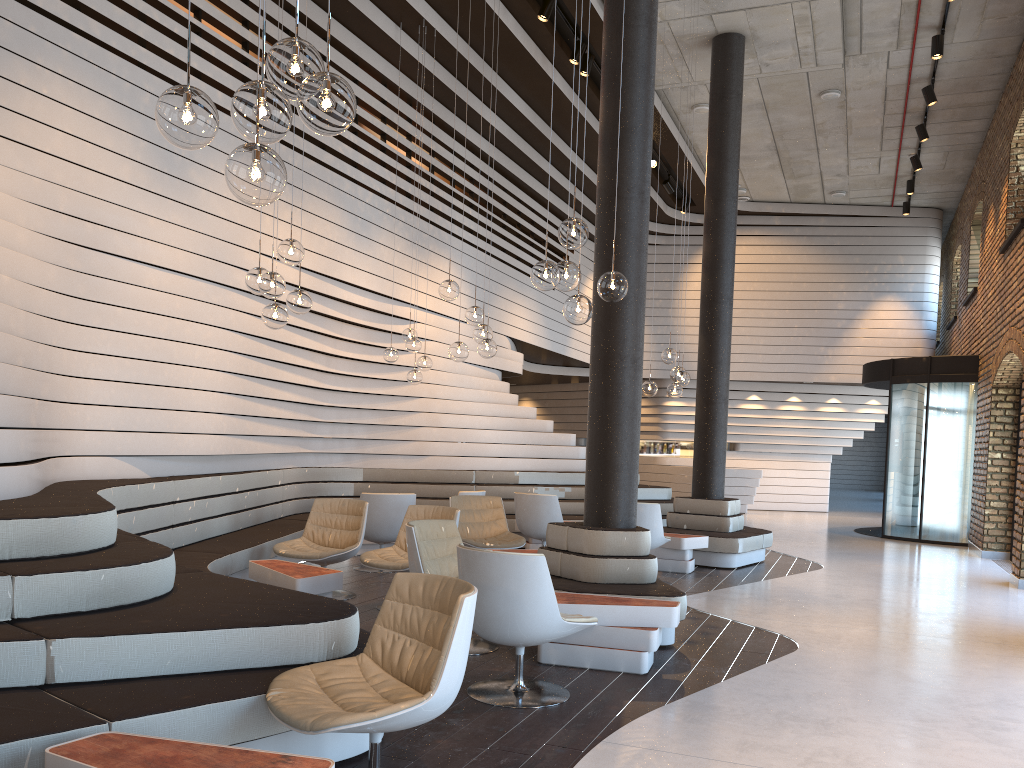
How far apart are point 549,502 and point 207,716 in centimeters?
631cm

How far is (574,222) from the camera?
4.82m

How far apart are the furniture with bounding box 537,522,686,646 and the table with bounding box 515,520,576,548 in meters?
3.8

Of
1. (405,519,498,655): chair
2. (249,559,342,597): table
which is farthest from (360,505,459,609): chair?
(405,519,498,655): chair

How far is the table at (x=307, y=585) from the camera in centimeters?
557cm

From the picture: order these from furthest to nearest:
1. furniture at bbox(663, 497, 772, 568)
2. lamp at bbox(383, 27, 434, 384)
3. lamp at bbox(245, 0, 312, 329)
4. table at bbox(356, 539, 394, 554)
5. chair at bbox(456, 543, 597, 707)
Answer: table at bbox(356, 539, 394, 554)
furniture at bbox(663, 497, 772, 568)
lamp at bbox(383, 27, 434, 384)
lamp at bbox(245, 0, 312, 329)
chair at bbox(456, 543, 597, 707)

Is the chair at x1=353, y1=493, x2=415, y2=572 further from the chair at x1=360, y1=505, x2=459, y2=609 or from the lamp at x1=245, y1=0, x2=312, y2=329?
the lamp at x1=245, y1=0, x2=312, y2=329

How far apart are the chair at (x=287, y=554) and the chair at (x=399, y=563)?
0.2m

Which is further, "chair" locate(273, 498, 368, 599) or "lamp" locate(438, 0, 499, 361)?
"lamp" locate(438, 0, 499, 361)

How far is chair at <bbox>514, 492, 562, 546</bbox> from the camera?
9.0m
